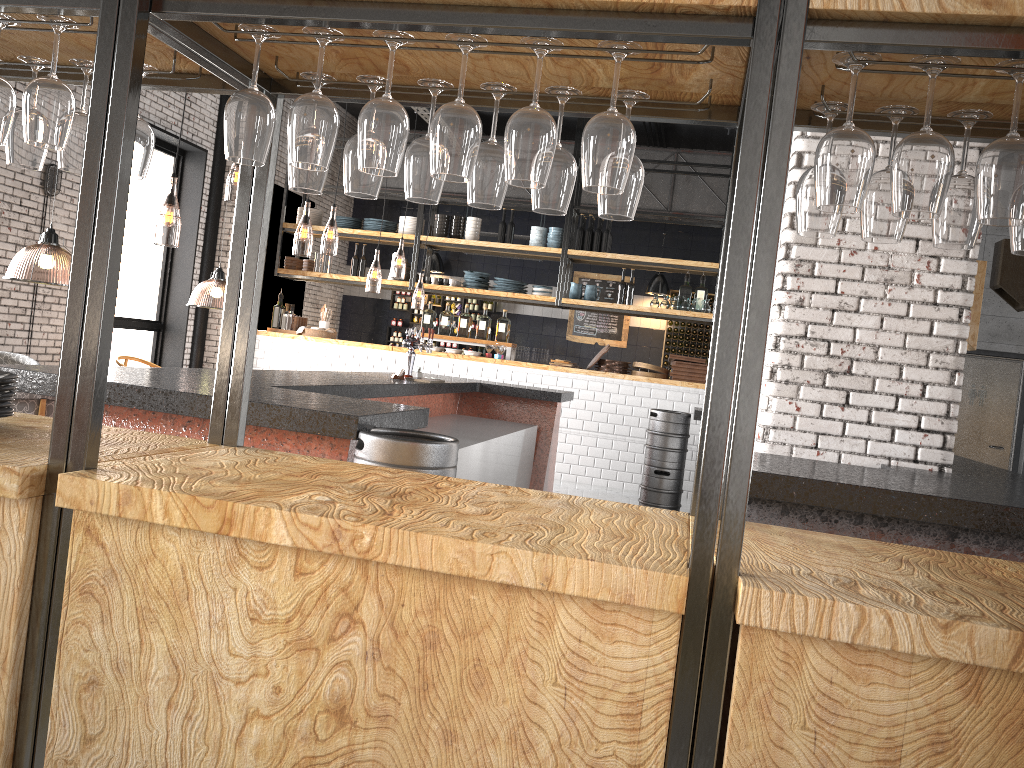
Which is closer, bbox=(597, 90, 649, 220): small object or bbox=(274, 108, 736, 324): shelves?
bbox=(597, 90, 649, 220): small object

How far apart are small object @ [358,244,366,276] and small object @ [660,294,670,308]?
4.0 meters

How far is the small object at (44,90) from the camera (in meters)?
1.83

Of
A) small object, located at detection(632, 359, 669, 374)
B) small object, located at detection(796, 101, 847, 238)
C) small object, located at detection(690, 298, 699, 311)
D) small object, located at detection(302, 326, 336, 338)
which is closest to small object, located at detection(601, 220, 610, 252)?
small object, located at detection(690, 298, 699, 311)

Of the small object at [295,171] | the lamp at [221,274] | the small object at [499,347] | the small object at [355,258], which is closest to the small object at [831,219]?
the small object at [295,171]

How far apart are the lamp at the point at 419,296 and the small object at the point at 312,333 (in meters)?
Answer: 1.65

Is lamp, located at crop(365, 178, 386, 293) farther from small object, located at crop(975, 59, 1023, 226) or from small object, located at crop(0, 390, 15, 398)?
small object, located at crop(975, 59, 1023, 226)

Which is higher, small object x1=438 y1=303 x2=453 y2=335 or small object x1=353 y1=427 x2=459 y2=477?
small object x1=438 y1=303 x2=453 y2=335

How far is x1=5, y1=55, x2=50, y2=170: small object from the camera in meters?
2.2 m

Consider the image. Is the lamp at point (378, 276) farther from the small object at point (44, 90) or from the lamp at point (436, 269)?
the small object at point (44, 90)
